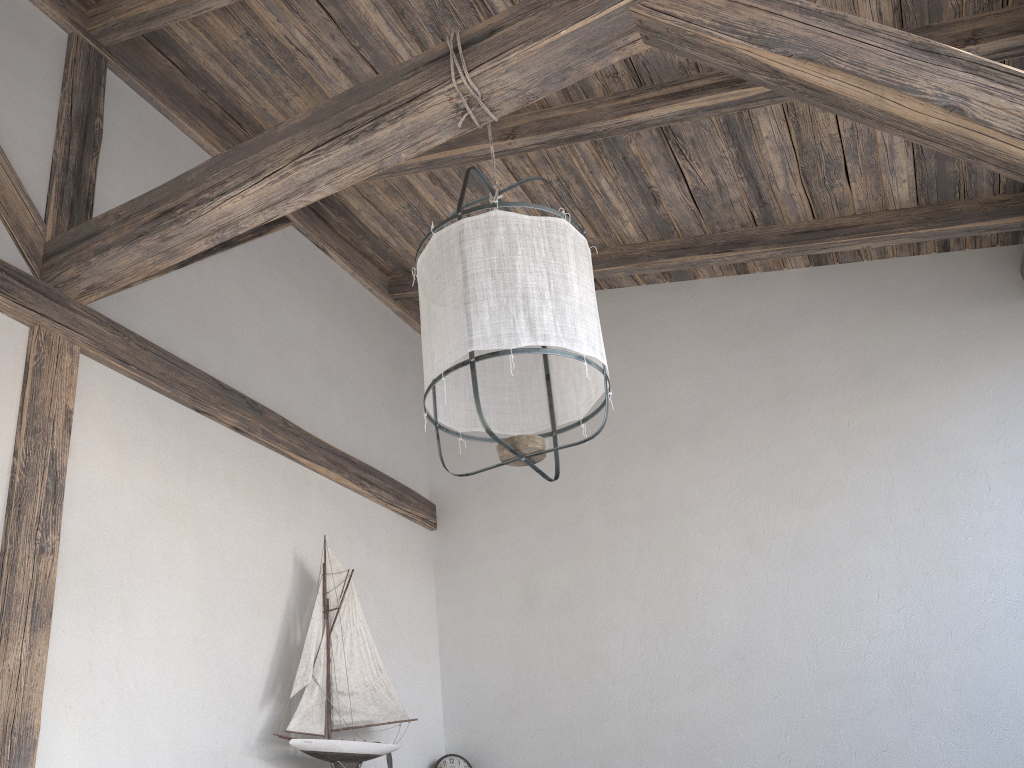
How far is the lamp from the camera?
1.8m

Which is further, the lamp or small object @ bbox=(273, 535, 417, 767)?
small object @ bbox=(273, 535, 417, 767)

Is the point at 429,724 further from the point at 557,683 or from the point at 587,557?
the point at 587,557

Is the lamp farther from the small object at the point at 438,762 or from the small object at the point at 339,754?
the small object at the point at 438,762

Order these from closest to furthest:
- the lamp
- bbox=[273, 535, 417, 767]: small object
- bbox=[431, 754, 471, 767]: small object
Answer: the lamp, bbox=[273, 535, 417, 767]: small object, bbox=[431, 754, 471, 767]: small object

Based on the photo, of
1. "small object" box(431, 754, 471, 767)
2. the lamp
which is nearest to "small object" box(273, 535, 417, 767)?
"small object" box(431, 754, 471, 767)

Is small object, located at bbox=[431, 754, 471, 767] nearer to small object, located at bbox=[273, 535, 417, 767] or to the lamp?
small object, located at bbox=[273, 535, 417, 767]

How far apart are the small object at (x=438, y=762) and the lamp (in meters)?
2.20

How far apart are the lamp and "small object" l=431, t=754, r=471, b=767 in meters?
2.2 m

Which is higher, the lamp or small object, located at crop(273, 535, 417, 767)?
the lamp
